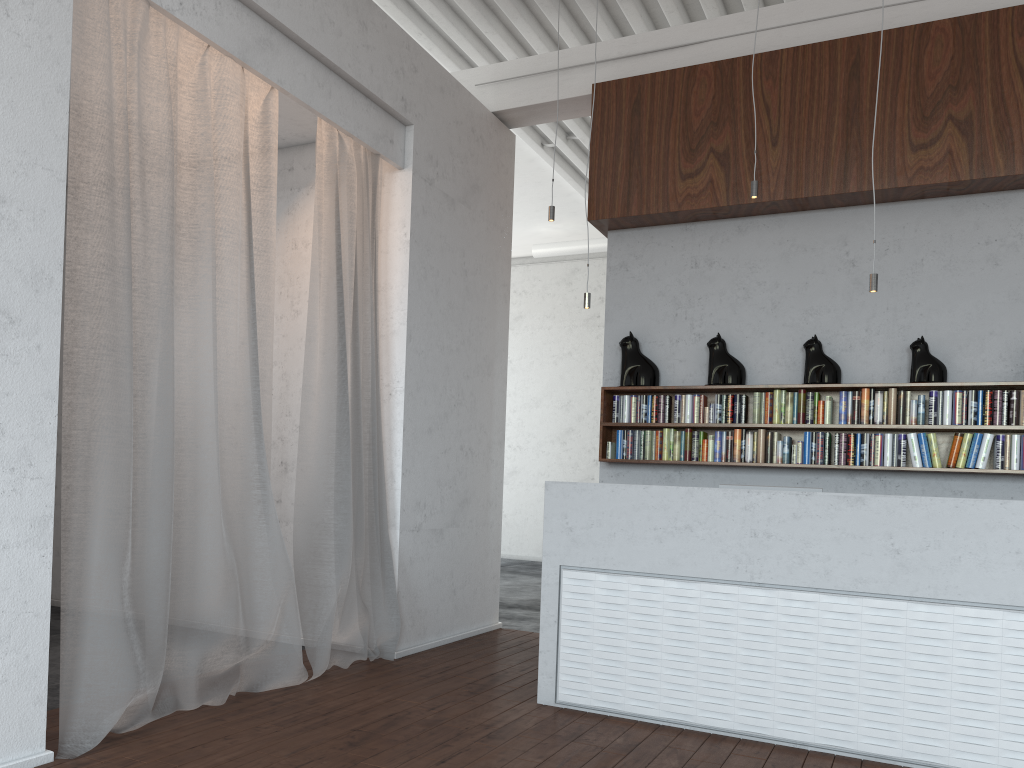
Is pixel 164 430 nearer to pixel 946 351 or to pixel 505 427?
pixel 946 351
